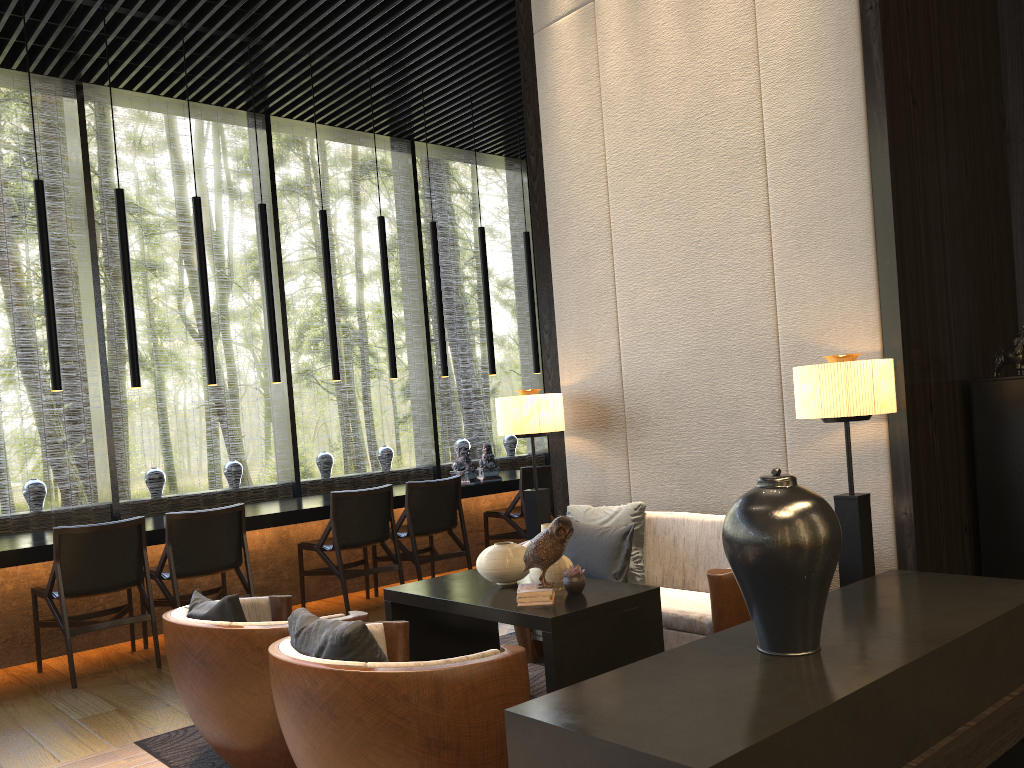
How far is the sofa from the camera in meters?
3.4

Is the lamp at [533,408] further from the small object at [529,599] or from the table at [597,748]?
the table at [597,748]

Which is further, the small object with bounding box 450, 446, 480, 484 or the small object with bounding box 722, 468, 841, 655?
the small object with bounding box 450, 446, 480, 484

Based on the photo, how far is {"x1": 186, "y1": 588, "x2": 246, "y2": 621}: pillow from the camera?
3.0 meters

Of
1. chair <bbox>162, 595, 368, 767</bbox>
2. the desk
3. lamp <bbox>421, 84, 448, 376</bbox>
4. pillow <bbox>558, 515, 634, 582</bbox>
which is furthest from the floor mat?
lamp <bbox>421, 84, 448, 376</bbox>

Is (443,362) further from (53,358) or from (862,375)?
(862,375)

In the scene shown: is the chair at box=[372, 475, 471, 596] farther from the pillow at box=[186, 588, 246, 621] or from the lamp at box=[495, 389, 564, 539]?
the pillow at box=[186, 588, 246, 621]

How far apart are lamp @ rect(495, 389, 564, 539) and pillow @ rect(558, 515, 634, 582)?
0.6m

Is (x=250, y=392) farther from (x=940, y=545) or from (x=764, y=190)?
(x=940, y=545)

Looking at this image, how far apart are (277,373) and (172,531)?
1.6 meters
